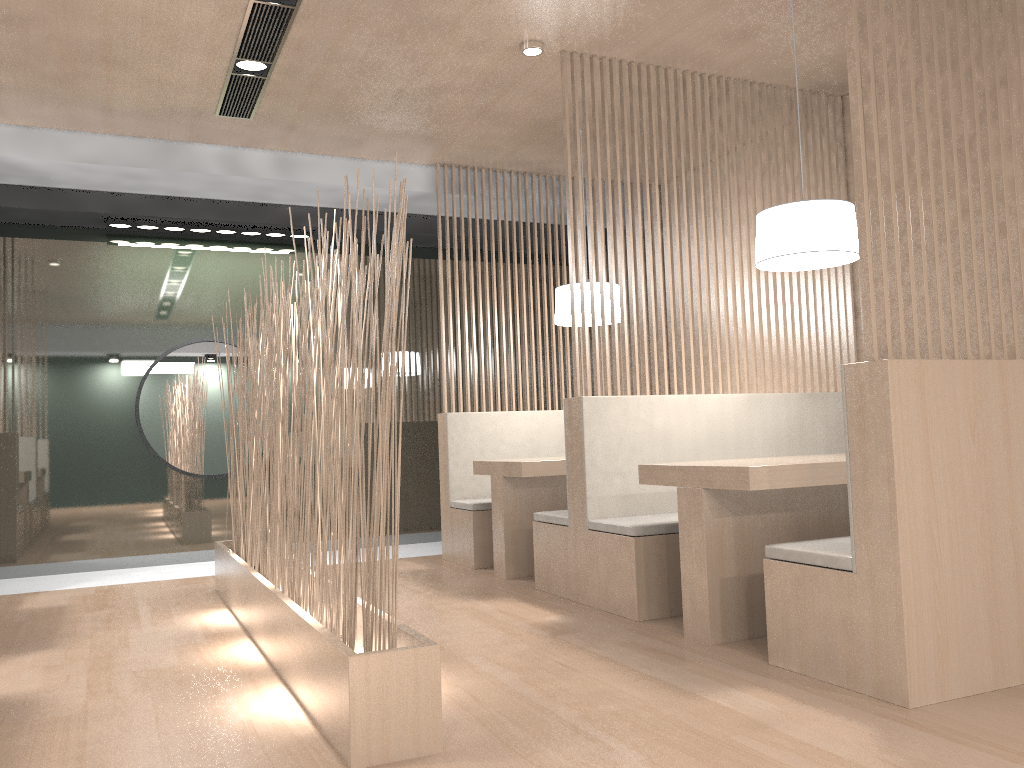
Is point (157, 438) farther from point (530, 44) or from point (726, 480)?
point (726, 480)

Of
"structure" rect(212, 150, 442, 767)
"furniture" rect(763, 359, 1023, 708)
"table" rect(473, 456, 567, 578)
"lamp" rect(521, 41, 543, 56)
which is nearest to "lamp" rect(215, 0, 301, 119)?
"lamp" rect(521, 41, 543, 56)

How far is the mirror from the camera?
3.7 meters

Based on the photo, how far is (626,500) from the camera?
2.5m

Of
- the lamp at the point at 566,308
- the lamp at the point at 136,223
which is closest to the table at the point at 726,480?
the lamp at the point at 566,308

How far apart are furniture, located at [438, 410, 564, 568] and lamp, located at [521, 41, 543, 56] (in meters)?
1.45

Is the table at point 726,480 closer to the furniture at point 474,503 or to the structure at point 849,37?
the structure at point 849,37

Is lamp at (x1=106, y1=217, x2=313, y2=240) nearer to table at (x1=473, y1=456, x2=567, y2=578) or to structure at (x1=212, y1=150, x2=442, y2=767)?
structure at (x1=212, y1=150, x2=442, y2=767)

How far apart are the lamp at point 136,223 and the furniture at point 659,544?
1.8m

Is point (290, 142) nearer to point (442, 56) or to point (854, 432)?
point (442, 56)
